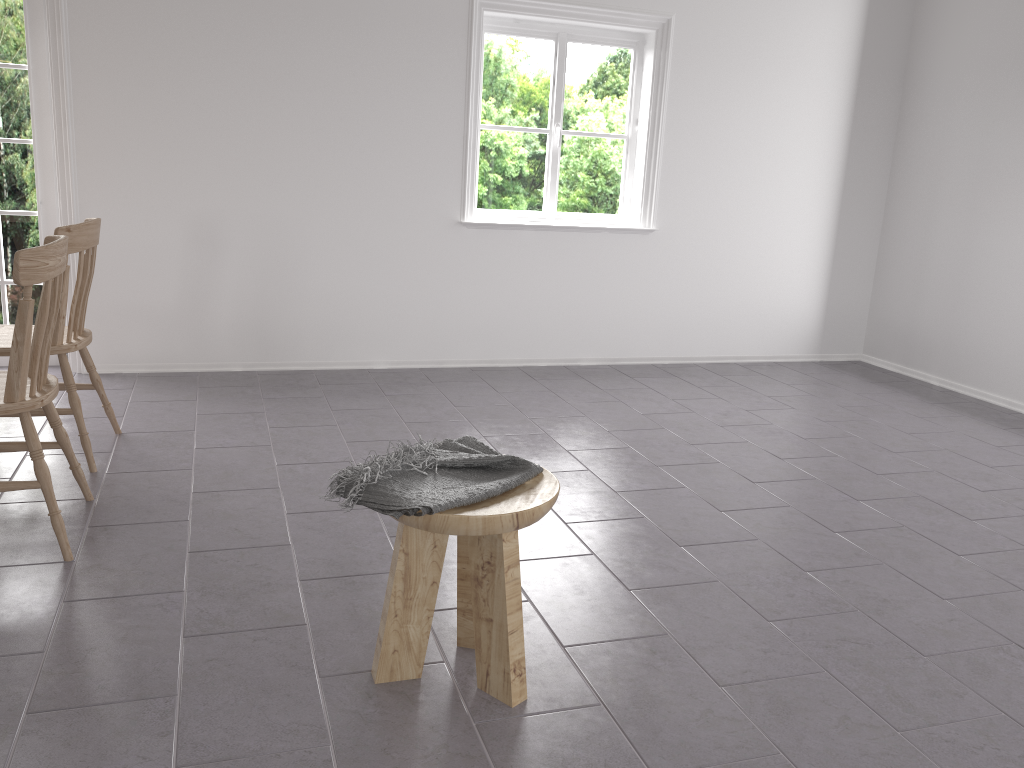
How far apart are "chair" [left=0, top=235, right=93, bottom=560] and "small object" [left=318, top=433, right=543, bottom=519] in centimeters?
108cm

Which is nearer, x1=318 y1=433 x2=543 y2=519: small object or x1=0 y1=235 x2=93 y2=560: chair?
x1=318 y1=433 x2=543 y2=519: small object

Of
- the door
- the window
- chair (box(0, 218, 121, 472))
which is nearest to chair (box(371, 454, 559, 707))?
chair (box(0, 218, 121, 472))

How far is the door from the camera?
4.4 meters

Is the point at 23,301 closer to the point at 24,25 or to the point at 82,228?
the point at 82,228

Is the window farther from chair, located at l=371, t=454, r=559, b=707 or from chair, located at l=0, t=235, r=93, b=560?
chair, located at l=371, t=454, r=559, b=707

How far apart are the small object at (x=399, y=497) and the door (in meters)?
3.40

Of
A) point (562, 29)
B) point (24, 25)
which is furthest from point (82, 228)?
point (562, 29)

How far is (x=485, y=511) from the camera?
1.9 meters

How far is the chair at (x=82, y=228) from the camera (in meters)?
3.15
